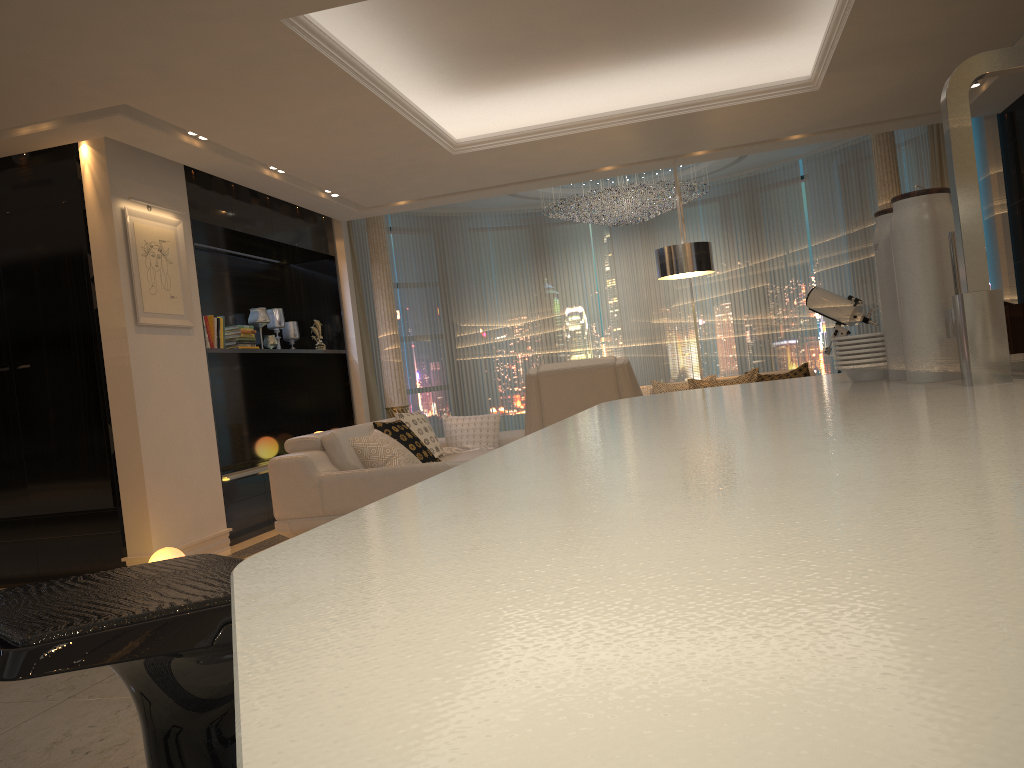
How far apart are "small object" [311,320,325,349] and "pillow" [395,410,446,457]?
1.9m

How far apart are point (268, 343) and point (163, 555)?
2.93m

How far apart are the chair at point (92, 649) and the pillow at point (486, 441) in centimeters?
575cm

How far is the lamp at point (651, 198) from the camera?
9.2m

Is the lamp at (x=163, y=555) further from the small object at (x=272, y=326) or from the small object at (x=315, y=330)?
the small object at (x=315, y=330)

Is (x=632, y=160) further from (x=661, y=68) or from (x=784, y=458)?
(x=784, y=458)

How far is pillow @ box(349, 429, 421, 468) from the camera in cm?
557

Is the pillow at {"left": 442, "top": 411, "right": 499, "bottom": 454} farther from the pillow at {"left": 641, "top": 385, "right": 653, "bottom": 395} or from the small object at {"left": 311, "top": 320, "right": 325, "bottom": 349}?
the small object at {"left": 311, "top": 320, "right": 325, "bottom": 349}

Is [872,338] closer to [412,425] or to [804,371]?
[412,425]

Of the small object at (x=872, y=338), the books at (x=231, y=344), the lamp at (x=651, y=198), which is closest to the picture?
the books at (x=231, y=344)
